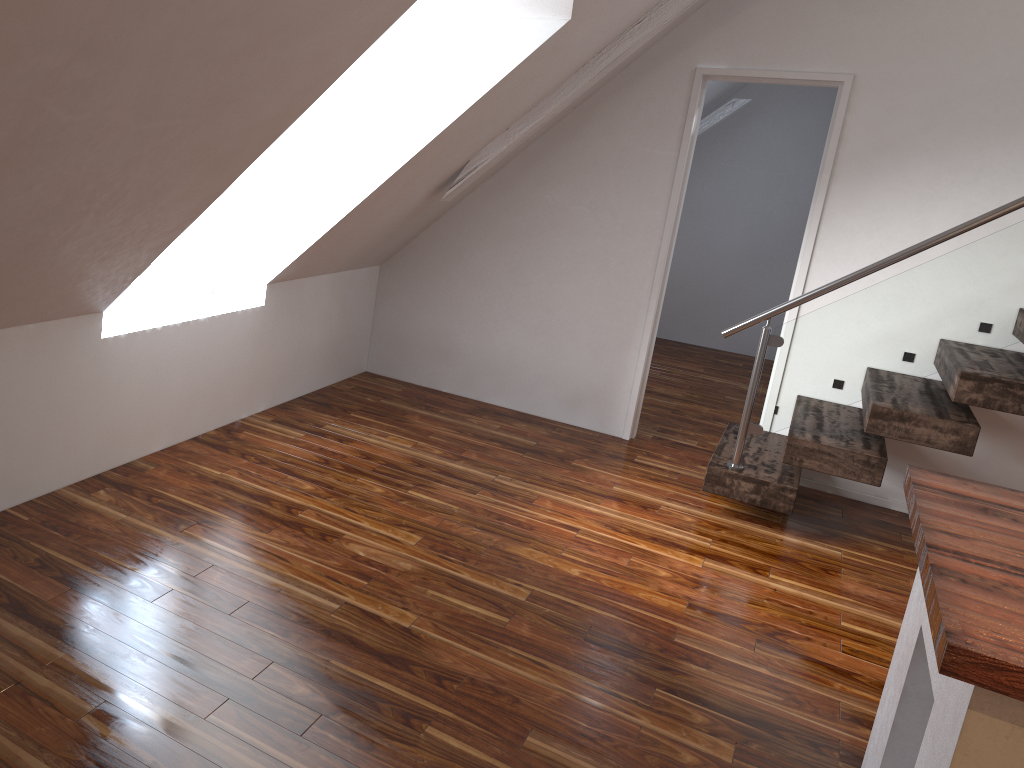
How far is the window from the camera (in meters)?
3.47

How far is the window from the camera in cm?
347

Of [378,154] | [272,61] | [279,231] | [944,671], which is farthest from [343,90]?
[944,671]

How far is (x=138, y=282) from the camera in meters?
3.5 m
